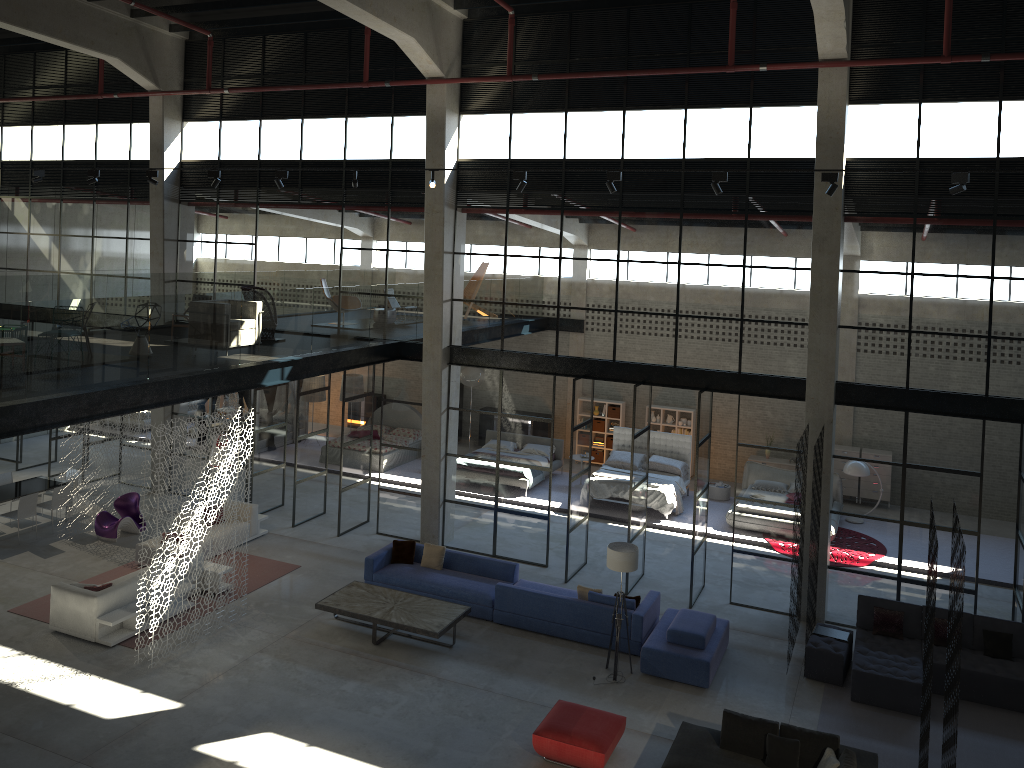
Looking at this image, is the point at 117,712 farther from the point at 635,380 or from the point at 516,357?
the point at 635,380

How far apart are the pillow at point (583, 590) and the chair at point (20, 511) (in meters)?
10.54

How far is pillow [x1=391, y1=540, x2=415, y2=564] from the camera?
15.2m

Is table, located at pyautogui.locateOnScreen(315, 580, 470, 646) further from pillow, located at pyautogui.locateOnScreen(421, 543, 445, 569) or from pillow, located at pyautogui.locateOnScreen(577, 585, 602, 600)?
pillow, located at pyautogui.locateOnScreen(577, 585, 602, 600)

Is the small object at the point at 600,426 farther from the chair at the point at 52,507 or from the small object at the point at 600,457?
the chair at the point at 52,507

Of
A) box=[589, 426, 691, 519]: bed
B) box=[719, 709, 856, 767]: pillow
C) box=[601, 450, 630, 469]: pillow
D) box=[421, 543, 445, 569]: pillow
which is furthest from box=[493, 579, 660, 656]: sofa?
box=[601, 450, 630, 469]: pillow

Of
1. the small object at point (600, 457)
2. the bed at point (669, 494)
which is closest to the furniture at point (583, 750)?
the bed at point (669, 494)

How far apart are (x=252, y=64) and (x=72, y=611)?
11.10m

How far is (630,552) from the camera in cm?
1219

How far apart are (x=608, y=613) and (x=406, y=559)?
3.9m
